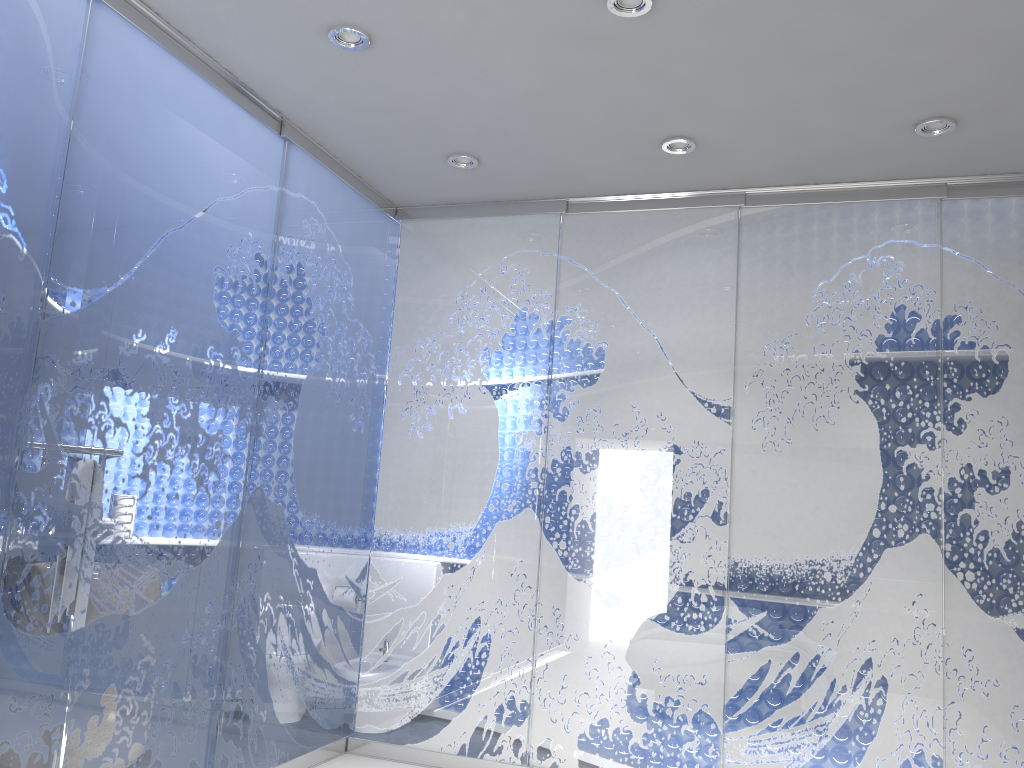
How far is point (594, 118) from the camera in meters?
3.5
